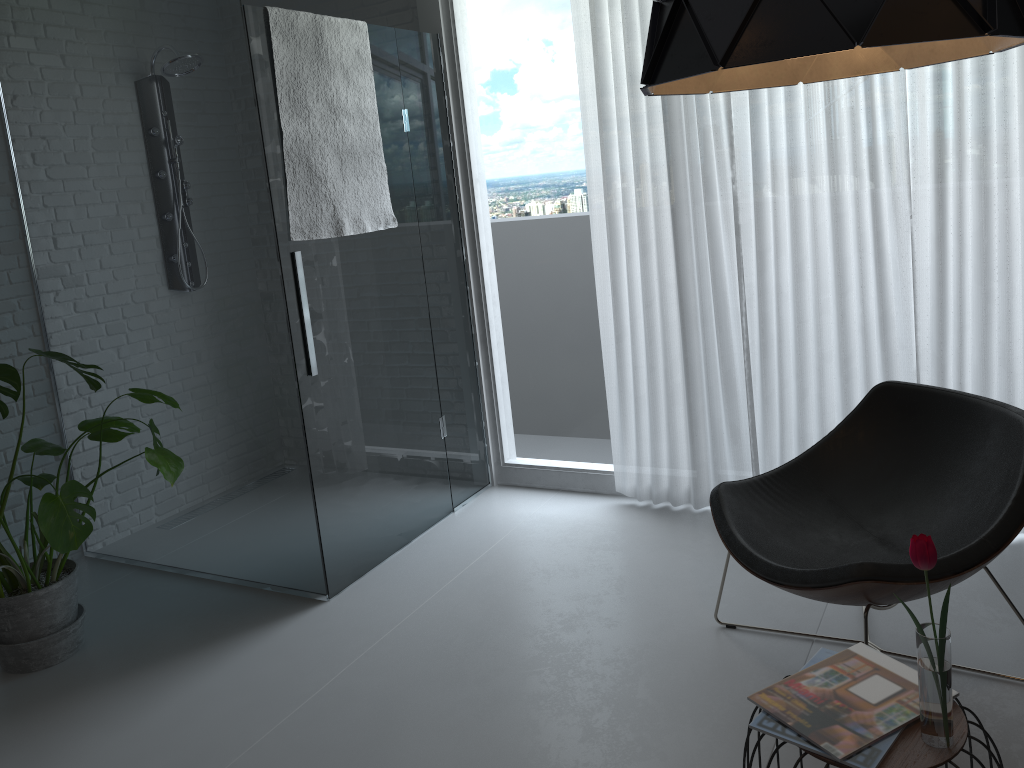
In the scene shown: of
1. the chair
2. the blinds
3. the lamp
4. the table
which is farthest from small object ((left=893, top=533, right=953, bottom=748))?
the blinds

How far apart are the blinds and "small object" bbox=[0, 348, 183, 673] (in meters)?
1.72

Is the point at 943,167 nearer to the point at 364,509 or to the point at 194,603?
the point at 364,509

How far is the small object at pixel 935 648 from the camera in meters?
1.5 m

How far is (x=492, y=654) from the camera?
2.8m

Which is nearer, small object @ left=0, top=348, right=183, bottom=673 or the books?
the books

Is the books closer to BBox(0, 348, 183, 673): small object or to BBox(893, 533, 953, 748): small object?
BBox(893, 533, 953, 748): small object

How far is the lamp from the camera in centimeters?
112cm

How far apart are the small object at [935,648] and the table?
0.01m

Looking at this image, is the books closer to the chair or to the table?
the table
